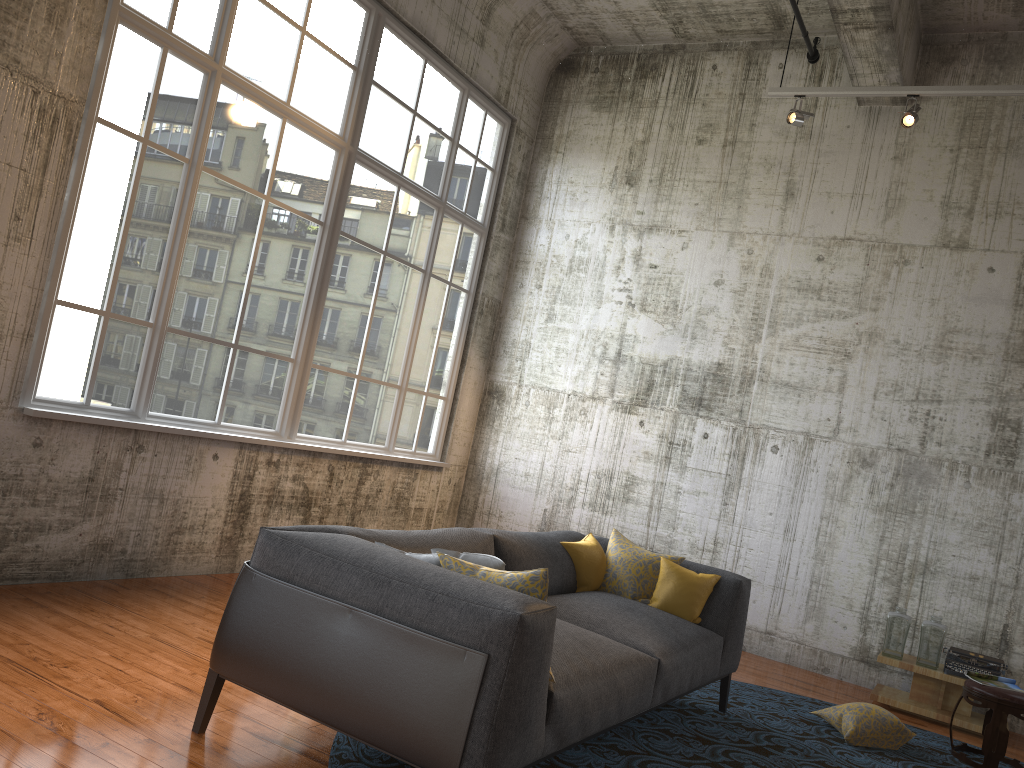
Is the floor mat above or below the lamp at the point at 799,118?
below

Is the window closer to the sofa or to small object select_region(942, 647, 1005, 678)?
the sofa

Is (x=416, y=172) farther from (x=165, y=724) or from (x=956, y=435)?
(x=165, y=724)

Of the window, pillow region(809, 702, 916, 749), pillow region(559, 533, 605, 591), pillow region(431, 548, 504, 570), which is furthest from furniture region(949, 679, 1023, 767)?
the window

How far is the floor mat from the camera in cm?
401

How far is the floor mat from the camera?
4.0m

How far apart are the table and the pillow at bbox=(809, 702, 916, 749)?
1.1 meters

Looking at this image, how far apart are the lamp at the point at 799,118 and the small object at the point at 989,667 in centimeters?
403cm

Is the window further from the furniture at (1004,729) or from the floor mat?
the furniture at (1004,729)

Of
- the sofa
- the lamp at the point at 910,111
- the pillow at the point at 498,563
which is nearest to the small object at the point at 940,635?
the sofa
